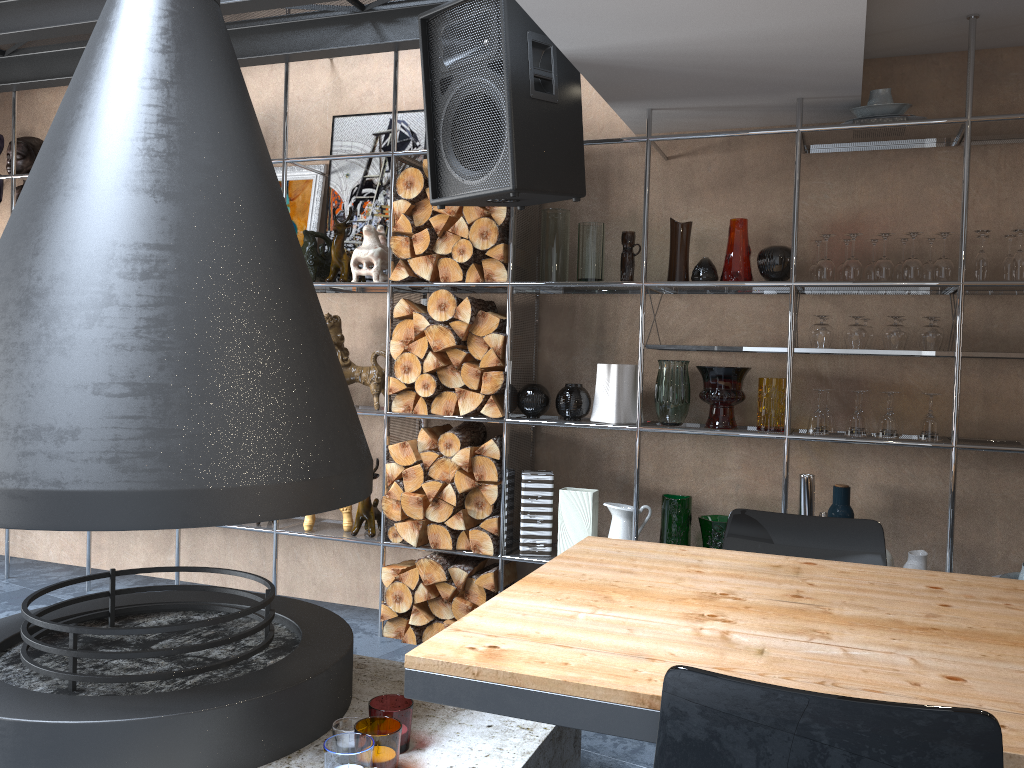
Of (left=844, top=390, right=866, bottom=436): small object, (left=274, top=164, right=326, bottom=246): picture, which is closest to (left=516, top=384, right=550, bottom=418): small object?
(left=844, top=390, right=866, bottom=436): small object

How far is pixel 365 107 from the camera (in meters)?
4.34

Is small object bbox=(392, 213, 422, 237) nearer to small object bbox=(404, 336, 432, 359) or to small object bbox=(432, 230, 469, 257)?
small object bbox=(432, 230, 469, 257)

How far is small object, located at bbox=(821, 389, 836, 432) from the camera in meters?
3.5

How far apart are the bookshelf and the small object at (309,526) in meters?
0.0 m

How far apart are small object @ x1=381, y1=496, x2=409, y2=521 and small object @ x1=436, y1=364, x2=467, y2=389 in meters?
0.6

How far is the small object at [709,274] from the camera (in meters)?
3.47

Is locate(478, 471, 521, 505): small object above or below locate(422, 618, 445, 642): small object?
above

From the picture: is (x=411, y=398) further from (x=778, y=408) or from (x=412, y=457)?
(x=778, y=408)

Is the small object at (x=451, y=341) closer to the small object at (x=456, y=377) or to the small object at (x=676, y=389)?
the small object at (x=456, y=377)
